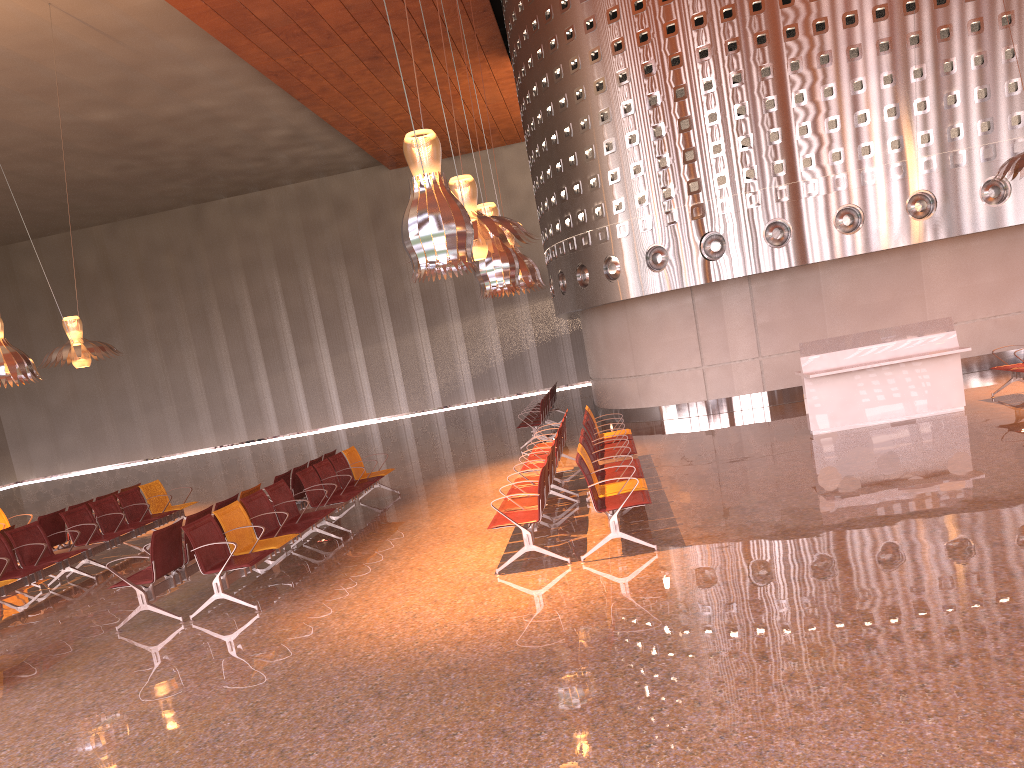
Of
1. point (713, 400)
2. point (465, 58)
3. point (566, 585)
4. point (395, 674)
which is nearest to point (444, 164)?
point (713, 400)

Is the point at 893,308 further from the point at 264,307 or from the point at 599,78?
the point at 264,307
